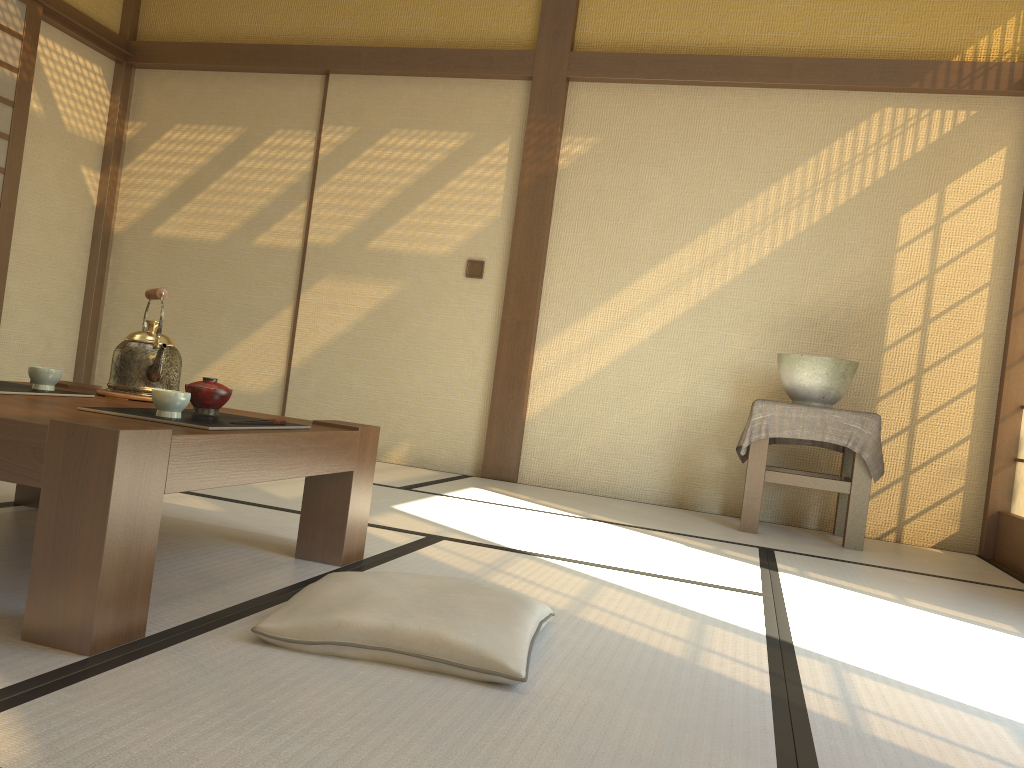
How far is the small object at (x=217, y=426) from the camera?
1.7m

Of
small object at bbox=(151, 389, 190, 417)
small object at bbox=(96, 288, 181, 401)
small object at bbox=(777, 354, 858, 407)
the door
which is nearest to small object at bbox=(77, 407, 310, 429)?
small object at bbox=(151, 389, 190, 417)

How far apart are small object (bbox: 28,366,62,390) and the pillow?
0.90m

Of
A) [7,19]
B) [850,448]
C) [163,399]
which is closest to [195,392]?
[163,399]

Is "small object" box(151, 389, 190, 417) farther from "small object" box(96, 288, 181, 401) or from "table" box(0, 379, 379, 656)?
"small object" box(96, 288, 181, 401)

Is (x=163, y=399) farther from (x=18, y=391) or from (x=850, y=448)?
(x=850, y=448)

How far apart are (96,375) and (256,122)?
1.9m

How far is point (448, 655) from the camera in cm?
148

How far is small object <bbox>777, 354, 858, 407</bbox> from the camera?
3.94m

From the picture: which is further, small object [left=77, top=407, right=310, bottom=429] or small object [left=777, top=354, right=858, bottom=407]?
small object [left=777, top=354, right=858, bottom=407]
